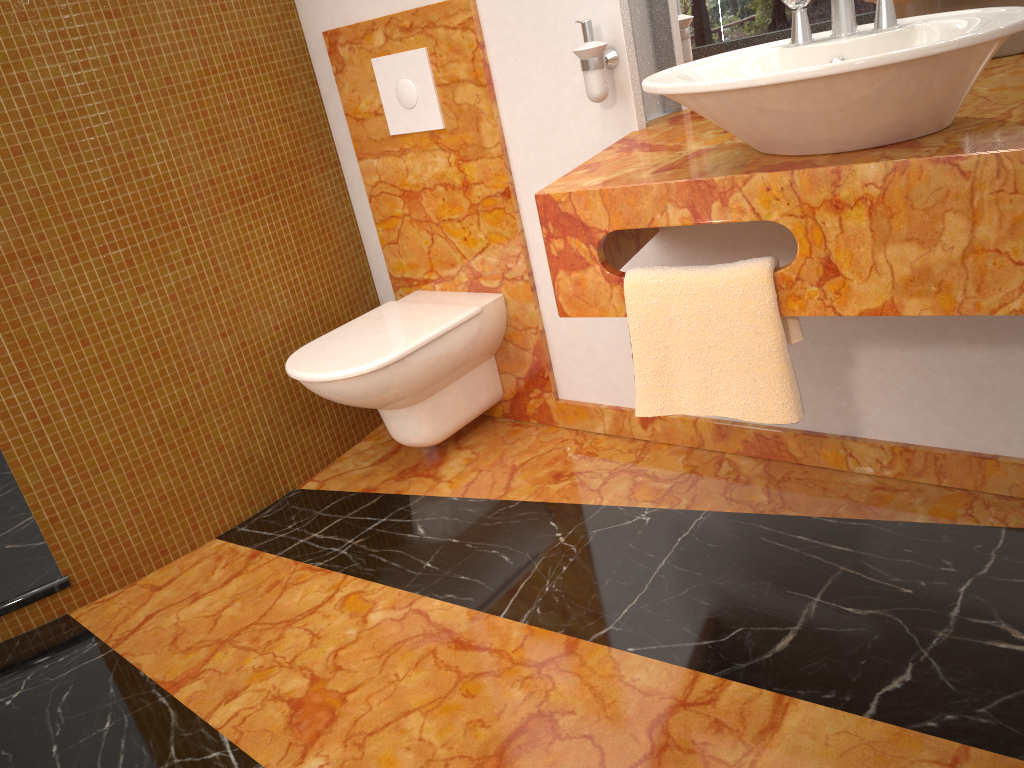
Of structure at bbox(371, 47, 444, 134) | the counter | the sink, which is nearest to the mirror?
the counter

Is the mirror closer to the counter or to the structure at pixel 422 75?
the counter

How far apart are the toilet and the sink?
0.97m

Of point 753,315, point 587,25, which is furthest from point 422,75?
point 753,315

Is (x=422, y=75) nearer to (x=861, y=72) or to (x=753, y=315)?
(x=753, y=315)

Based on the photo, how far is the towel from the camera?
1.4m

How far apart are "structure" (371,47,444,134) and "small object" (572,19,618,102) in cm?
51

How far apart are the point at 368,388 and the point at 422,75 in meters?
0.8 m

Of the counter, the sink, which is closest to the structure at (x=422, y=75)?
the counter

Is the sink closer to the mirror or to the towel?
the towel
